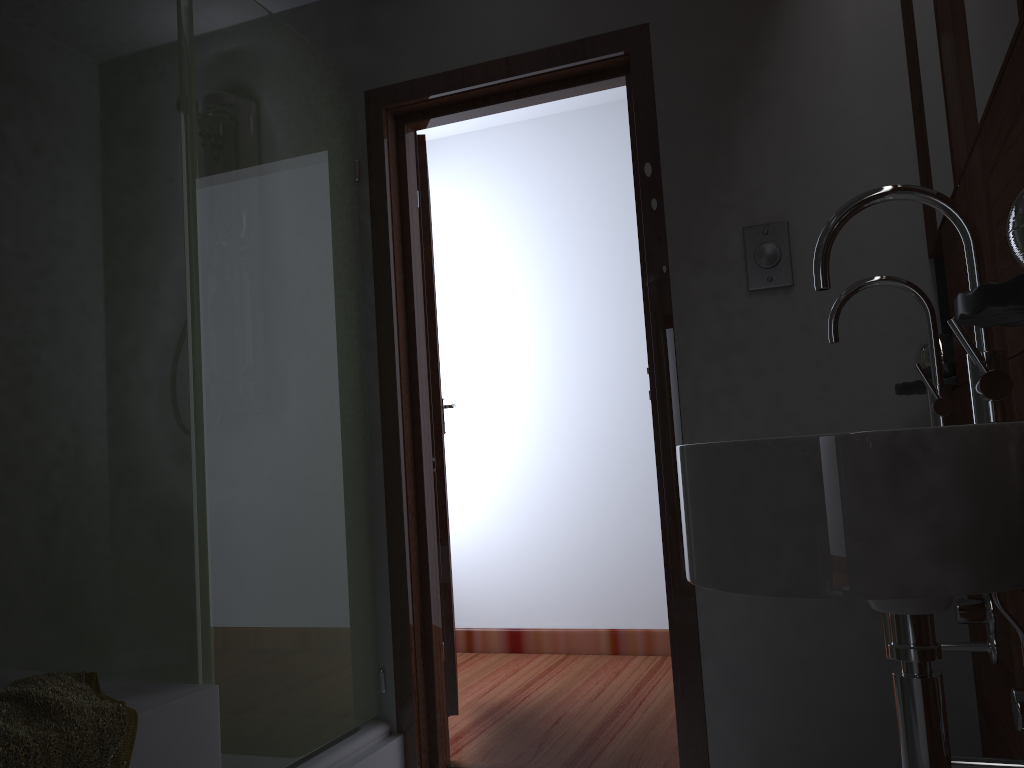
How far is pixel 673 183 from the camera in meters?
2.3

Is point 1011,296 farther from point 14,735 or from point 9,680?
point 9,680

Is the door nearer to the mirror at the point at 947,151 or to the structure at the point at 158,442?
the structure at the point at 158,442

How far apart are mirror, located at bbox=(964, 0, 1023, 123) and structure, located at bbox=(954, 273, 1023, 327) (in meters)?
0.33

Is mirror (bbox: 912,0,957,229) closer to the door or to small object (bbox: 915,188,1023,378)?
small object (bbox: 915,188,1023,378)

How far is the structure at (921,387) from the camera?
1.83m

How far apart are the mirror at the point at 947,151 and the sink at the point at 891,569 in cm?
50

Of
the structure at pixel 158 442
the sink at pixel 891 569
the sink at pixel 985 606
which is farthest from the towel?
the sink at pixel 985 606

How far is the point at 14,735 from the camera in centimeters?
139cm

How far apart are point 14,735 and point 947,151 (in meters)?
1.81
